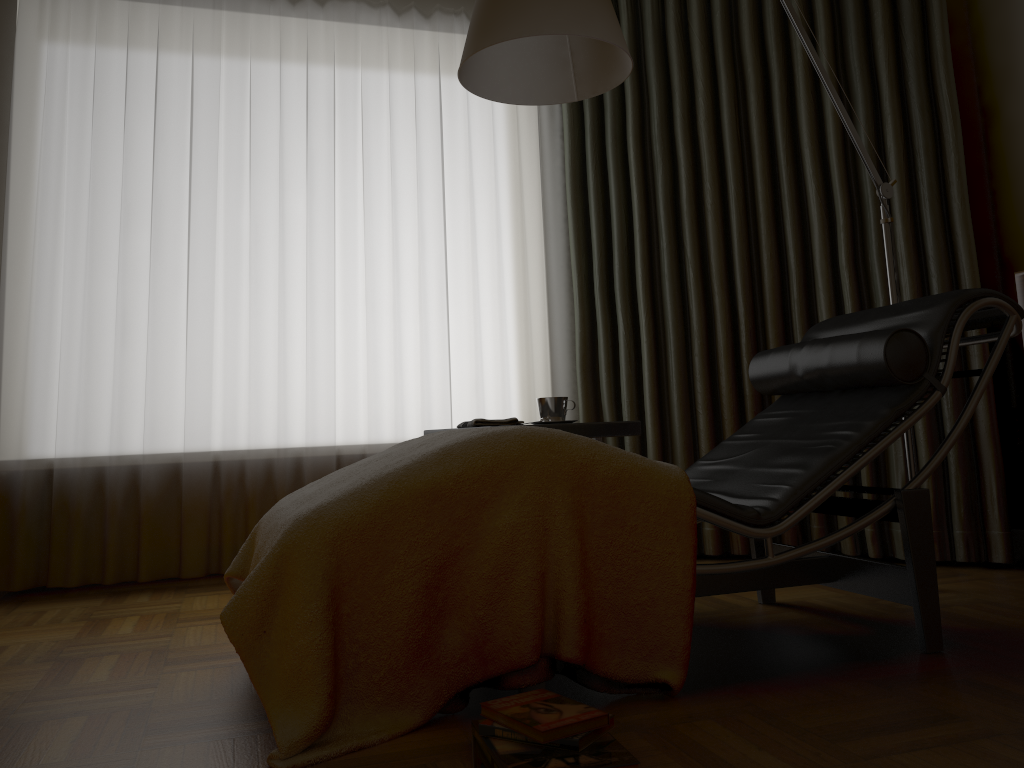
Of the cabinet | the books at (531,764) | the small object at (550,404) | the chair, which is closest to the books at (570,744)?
the books at (531,764)

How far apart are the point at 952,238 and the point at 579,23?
1.7m

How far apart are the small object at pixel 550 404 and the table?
0.1m

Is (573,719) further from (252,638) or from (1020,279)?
(1020,279)

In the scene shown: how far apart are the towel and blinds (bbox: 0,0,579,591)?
0.7m

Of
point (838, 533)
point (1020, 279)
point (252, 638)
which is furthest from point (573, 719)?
point (1020, 279)

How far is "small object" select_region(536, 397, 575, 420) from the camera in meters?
2.6

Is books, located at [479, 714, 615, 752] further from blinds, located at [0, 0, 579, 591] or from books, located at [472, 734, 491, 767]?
blinds, located at [0, 0, 579, 591]

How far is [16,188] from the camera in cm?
313

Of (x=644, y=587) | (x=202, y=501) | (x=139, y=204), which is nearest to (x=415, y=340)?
(x=202, y=501)
